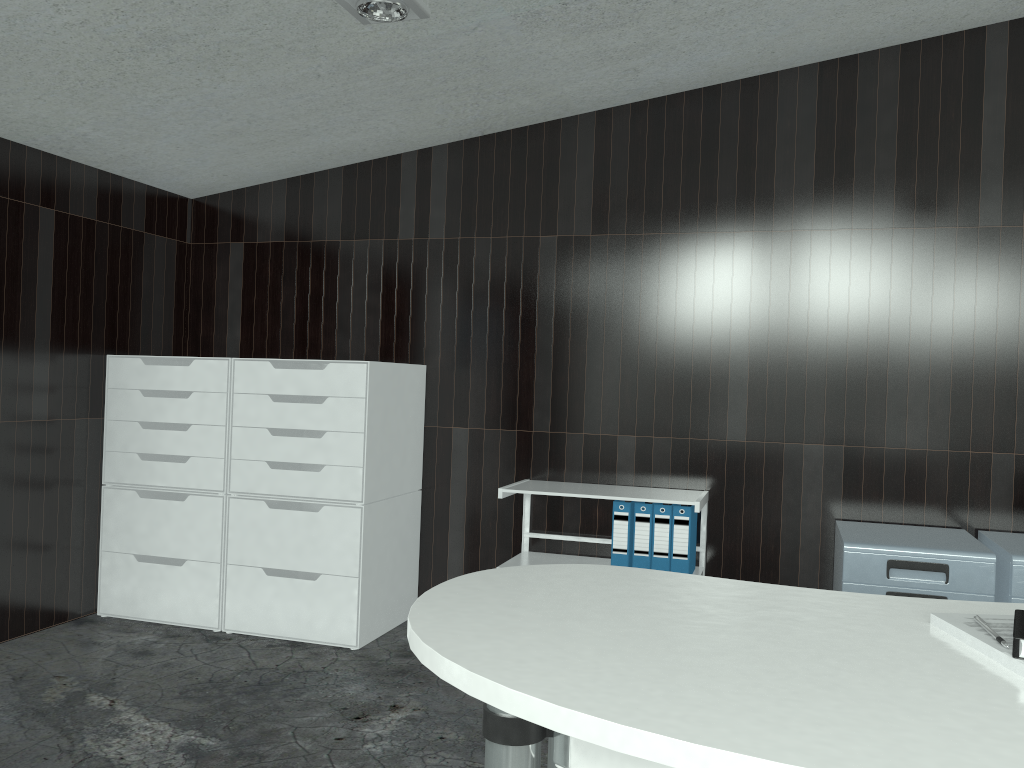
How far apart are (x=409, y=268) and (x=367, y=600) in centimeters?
153cm

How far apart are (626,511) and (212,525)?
1.8 meters

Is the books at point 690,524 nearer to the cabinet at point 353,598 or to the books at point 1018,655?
the cabinet at point 353,598

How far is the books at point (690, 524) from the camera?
3.4 meters

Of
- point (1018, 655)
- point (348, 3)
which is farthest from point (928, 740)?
point (348, 3)

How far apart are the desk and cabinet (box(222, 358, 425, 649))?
1.9m

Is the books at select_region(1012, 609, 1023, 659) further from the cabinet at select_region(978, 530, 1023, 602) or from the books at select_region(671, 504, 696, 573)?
the books at select_region(671, 504, 696, 573)

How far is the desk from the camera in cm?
93

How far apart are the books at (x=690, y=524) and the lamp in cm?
200

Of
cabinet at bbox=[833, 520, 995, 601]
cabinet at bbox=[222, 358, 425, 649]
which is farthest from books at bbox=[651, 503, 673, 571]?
cabinet at bbox=[222, 358, 425, 649]
